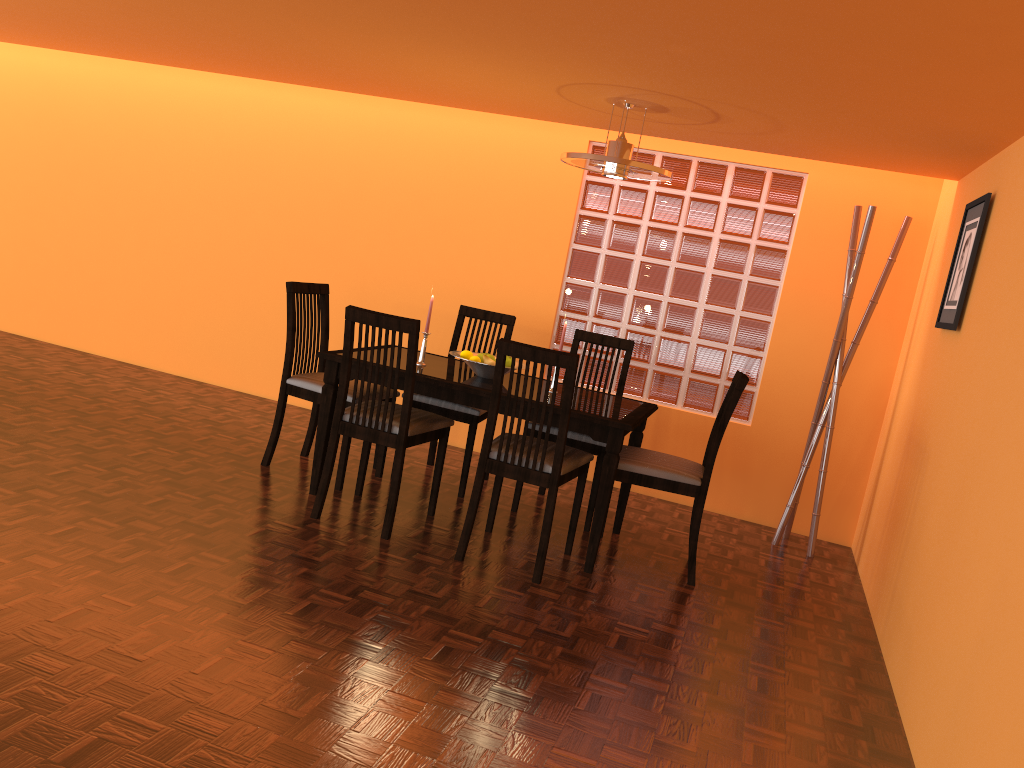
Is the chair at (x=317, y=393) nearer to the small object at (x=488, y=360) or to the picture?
the small object at (x=488, y=360)

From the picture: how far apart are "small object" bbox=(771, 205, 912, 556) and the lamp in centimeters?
101cm

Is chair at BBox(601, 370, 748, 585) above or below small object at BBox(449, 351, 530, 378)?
below

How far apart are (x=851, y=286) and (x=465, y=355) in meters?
1.7

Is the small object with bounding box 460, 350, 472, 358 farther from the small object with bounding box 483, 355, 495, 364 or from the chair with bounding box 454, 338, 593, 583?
the chair with bounding box 454, 338, 593, 583

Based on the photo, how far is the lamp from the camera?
3.2 meters

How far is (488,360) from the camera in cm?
354

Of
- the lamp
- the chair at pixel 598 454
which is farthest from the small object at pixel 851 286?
the lamp

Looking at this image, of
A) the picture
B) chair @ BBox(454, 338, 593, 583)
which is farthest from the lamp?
the picture

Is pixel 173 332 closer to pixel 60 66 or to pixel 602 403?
pixel 60 66
